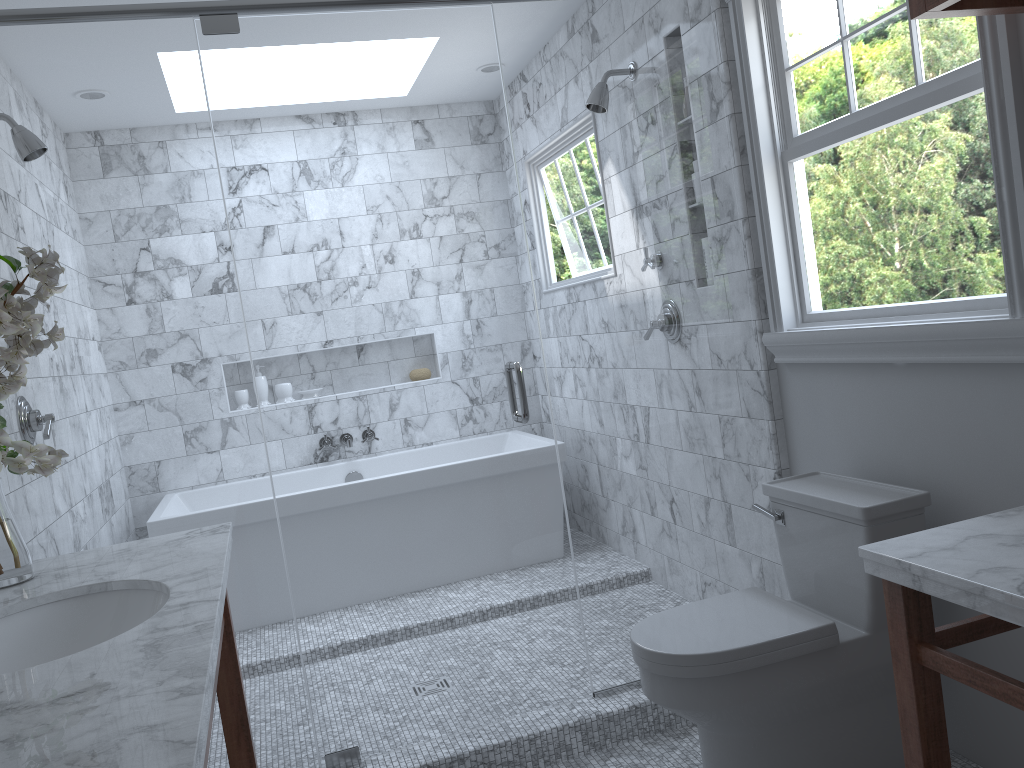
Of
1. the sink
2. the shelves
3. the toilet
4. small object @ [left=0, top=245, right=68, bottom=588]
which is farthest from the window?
small object @ [left=0, top=245, right=68, bottom=588]

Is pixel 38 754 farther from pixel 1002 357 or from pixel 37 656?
pixel 1002 357

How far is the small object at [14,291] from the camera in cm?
183

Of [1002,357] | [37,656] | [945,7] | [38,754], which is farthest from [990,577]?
[37,656]

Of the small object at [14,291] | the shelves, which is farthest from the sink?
the shelves

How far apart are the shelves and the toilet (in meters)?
1.07

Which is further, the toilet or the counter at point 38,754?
the toilet

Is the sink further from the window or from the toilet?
the window

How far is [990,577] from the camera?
1.4m

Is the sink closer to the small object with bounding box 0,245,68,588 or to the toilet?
the small object with bounding box 0,245,68,588
